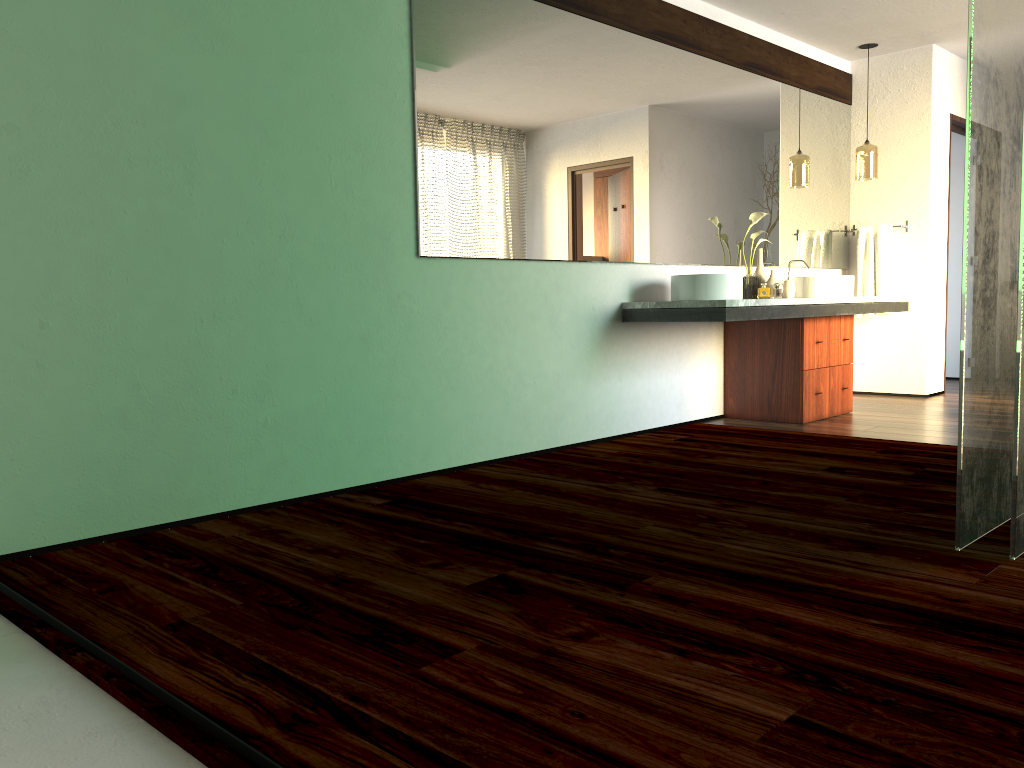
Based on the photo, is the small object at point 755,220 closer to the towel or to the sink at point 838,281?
the sink at point 838,281

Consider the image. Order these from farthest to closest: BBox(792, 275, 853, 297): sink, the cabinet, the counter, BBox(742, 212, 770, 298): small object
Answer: BBox(792, 275, 853, 297): sink, BBox(742, 212, 770, 298): small object, the cabinet, the counter

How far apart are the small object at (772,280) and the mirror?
0.2m

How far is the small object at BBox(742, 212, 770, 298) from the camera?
5.2m

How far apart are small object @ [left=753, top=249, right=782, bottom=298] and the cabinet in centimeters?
29cm

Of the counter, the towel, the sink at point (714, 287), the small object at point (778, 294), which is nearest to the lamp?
the towel

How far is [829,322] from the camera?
5.18m

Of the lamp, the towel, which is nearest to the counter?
the towel

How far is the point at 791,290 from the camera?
5.30m

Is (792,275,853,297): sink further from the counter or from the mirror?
the mirror
